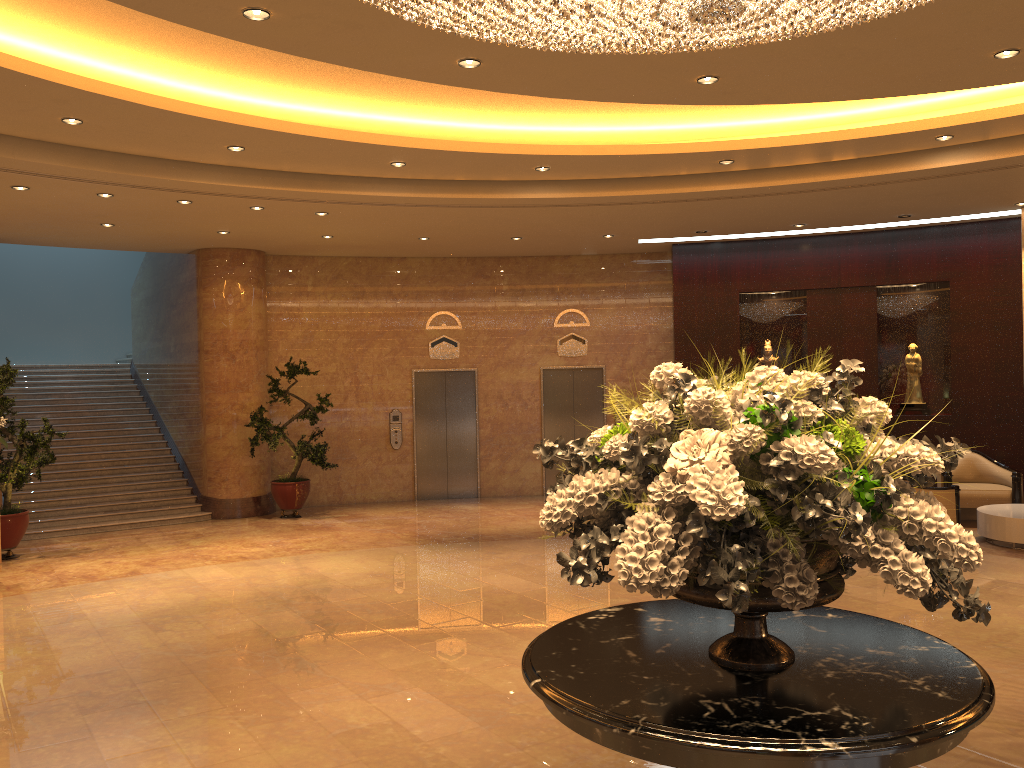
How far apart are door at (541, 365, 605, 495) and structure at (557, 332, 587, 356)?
0.3m

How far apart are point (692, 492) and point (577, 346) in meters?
12.3

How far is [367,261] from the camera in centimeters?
1431cm

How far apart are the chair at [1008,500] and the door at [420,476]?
7.0 meters

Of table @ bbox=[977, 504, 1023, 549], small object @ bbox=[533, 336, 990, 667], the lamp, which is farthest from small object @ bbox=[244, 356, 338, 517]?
small object @ bbox=[533, 336, 990, 667]

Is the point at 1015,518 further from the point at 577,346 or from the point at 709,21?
the point at 709,21

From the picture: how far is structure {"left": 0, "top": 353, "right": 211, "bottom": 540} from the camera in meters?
12.4 m

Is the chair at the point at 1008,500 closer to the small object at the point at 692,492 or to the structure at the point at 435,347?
the structure at the point at 435,347

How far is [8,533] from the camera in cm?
1028

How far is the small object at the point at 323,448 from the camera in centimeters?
1267cm
